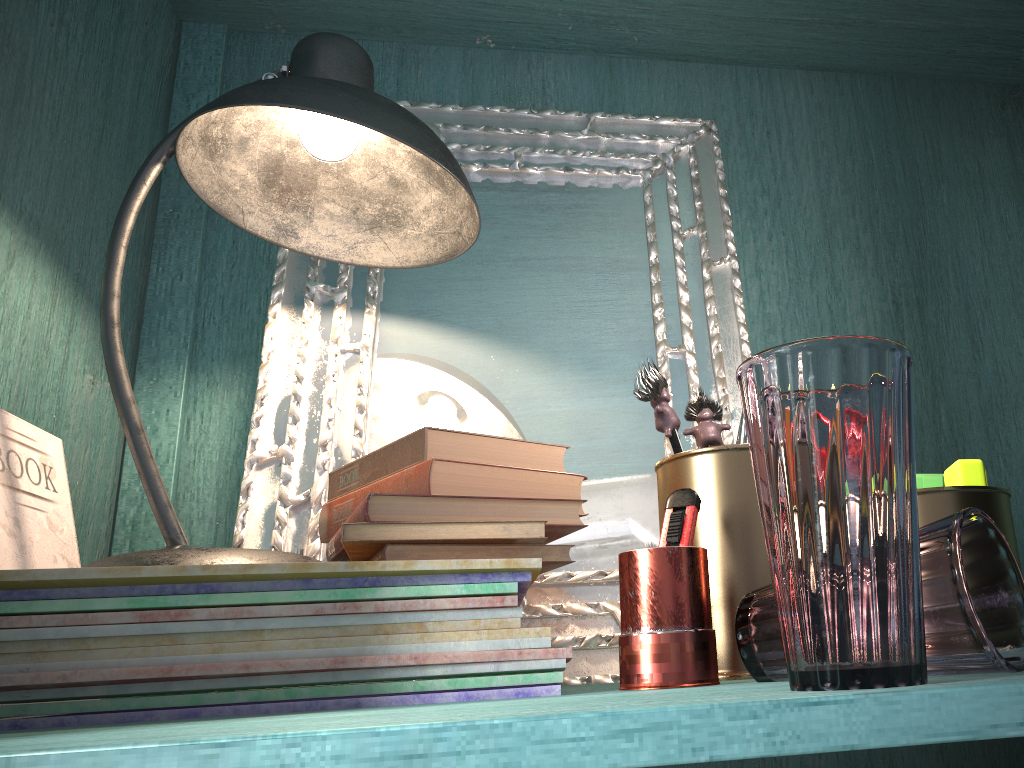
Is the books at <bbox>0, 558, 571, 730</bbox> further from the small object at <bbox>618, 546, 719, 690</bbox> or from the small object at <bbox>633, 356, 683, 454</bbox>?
the small object at <bbox>633, 356, 683, 454</bbox>

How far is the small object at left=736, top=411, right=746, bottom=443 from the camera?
1.0m

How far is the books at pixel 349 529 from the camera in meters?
0.8 m

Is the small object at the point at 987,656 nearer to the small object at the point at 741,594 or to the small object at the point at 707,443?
the small object at the point at 741,594

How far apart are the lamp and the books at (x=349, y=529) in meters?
0.1 m

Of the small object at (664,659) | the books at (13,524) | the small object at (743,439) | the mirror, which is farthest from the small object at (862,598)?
the books at (13,524)

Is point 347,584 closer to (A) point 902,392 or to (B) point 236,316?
(A) point 902,392

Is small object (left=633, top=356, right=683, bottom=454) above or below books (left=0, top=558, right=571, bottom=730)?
above

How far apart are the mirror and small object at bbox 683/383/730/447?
0.1 meters

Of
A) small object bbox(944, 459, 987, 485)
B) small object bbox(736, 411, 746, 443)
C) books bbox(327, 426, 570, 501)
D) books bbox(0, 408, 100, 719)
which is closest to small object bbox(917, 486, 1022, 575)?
small object bbox(944, 459, 987, 485)
